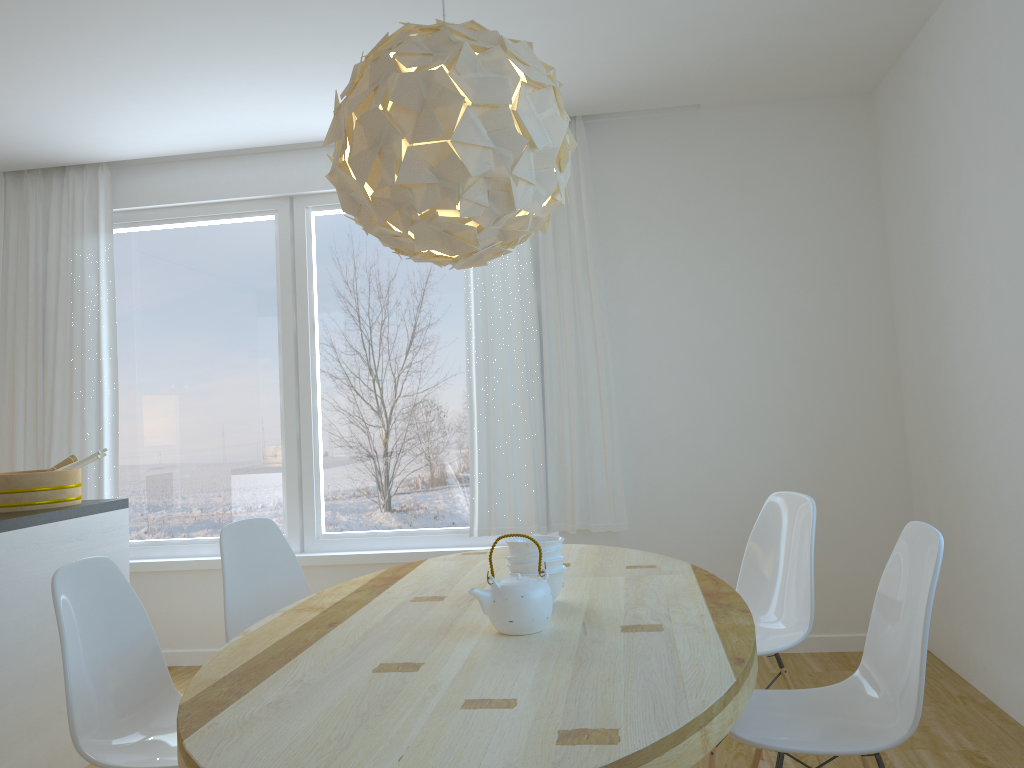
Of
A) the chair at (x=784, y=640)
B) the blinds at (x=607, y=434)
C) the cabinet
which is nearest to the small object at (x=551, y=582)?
the chair at (x=784, y=640)

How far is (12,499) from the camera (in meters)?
3.30

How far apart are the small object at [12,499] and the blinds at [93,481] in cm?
108

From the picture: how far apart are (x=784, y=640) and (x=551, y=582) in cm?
96

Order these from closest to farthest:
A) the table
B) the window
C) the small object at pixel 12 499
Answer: the table
the small object at pixel 12 499
the window

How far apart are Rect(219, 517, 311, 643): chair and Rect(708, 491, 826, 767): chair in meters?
1.5

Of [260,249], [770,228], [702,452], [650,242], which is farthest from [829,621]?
[260,249]

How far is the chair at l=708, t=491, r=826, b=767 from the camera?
2.7 meters

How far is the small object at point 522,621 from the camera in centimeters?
193cm

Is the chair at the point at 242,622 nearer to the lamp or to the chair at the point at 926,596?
the lamp
